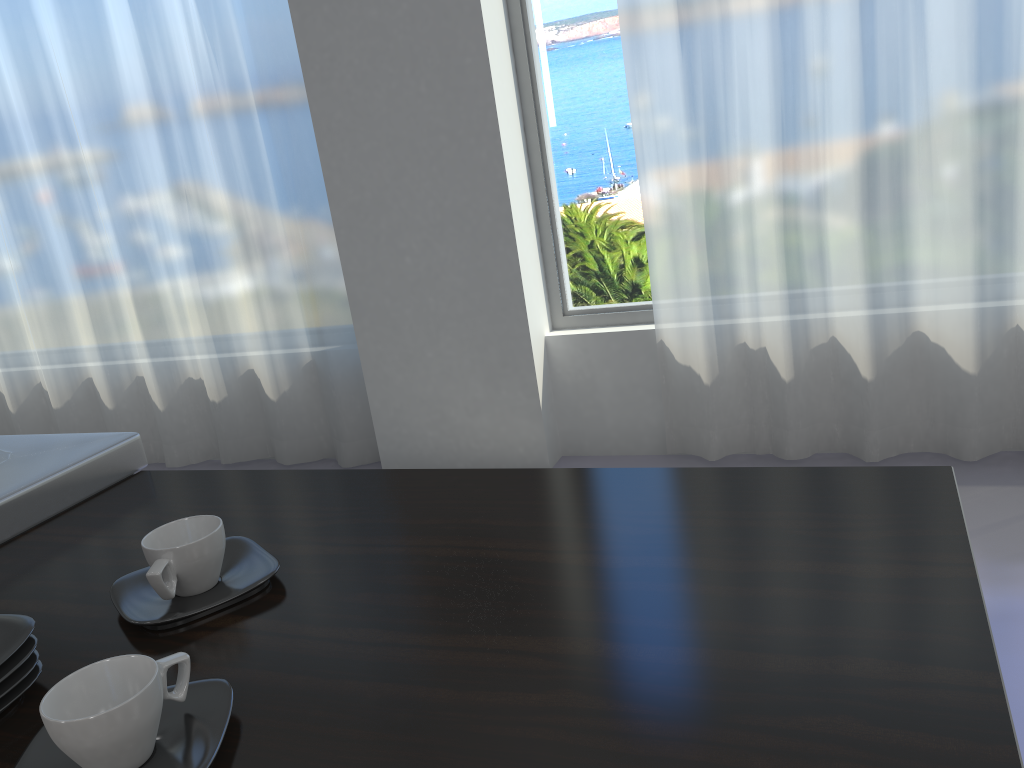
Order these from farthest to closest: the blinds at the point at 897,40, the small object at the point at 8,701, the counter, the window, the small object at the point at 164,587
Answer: the window
the blinds at the point at 897,40
the small object at the point at 164,587
the small object at the point at 8,701
the counter

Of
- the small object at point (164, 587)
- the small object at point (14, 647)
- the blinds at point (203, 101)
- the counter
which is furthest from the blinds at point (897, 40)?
the small object at point (14, 647)

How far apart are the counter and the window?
2.3 meters

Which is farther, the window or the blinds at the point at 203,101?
the blinds at the point at 203,101

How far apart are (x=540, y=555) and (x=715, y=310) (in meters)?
2.36

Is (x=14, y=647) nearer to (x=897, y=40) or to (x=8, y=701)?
(x=8, y=701)

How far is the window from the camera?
3.20m

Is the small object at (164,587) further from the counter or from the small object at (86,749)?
the small object at (86,749)

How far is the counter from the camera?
0.59m

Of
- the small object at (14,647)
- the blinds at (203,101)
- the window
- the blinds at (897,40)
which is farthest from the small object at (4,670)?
the blinds at (203,101)
